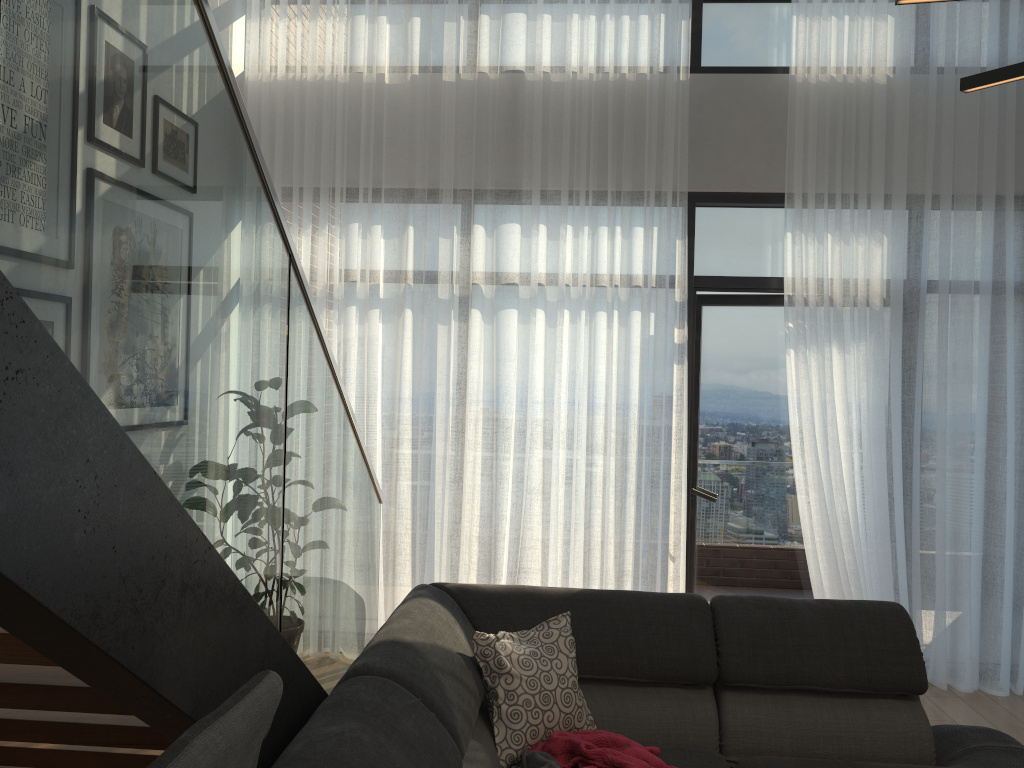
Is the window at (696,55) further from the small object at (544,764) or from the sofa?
the small object at (544,764)

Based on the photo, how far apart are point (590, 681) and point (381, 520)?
1.9 meters

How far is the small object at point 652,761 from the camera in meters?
2.4

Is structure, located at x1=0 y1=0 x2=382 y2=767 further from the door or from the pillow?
the door

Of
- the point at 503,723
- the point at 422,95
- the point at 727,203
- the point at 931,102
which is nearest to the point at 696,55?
the point at 727,203

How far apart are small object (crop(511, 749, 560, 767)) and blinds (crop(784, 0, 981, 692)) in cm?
216

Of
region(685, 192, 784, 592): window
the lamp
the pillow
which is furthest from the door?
the lamp

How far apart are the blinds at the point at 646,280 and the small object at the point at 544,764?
2.0 meters

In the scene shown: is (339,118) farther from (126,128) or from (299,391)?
(126,128)

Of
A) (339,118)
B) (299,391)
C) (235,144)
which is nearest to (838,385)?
(339,118)
